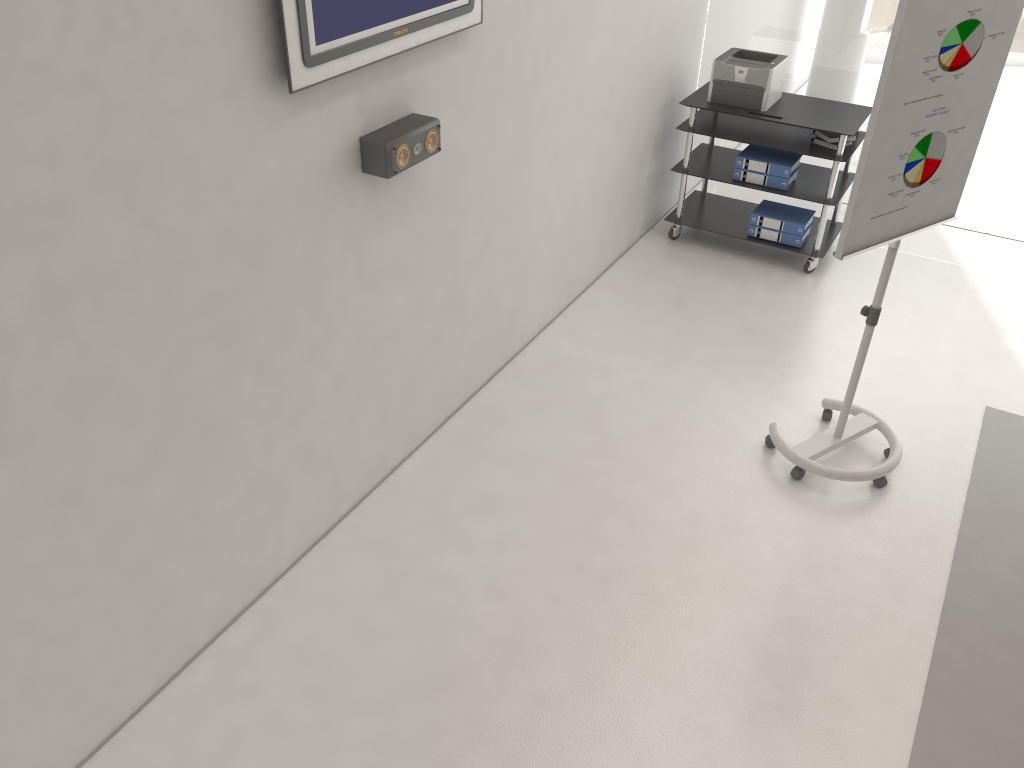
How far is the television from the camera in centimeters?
240cm

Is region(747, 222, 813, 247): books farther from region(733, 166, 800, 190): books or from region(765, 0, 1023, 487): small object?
region(765, 0, 1023, 487): small object

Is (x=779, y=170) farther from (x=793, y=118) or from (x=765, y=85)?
(x=765, y=85)

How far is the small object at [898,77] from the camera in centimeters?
276cm

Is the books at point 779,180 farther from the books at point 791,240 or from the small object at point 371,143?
the small object at point 371,143

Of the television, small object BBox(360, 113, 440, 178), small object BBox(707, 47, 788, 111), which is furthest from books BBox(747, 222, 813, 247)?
small object BBox(360, 113, 440, 178)

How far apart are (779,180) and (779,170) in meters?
0.1

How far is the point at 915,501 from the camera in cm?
360

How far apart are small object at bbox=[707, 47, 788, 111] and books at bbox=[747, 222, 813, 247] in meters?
0.7 m

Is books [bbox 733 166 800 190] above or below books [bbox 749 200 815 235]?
above
